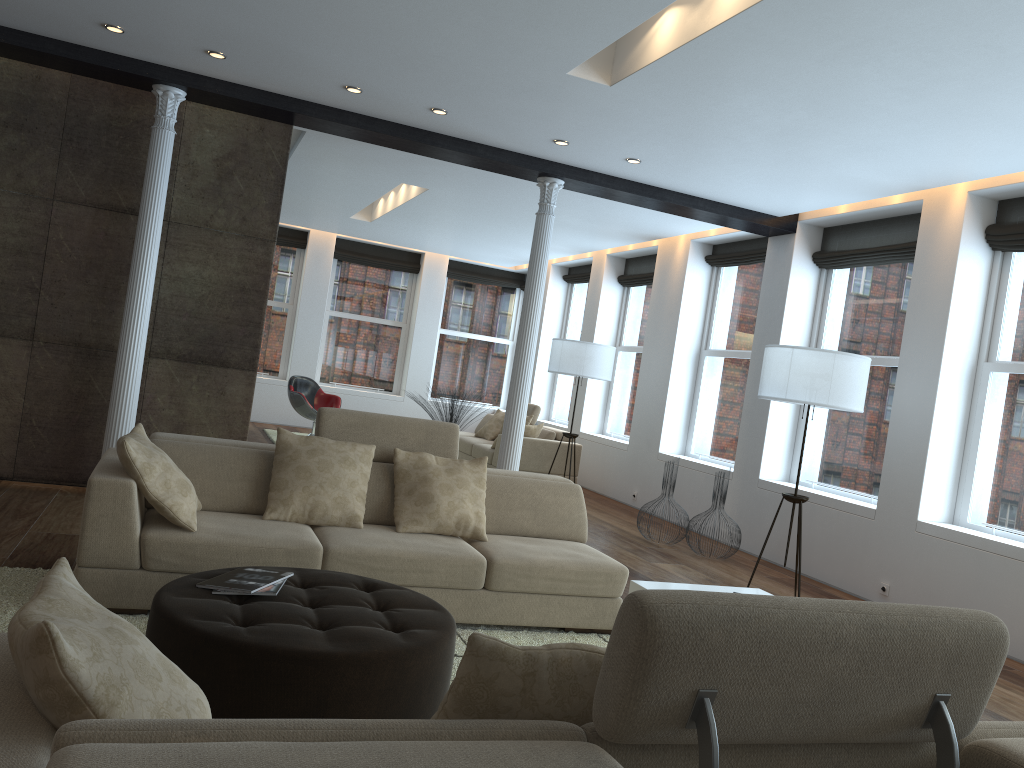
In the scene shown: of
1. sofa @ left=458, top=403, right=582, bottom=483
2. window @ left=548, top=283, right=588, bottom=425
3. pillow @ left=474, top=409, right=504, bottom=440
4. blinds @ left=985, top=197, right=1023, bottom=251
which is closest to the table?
blinds @ left=985, top=197, right=1023, bottom=251

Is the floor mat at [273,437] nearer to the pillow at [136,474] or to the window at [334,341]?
the window at [334,341]

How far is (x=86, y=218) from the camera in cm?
632

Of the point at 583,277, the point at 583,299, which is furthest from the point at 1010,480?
the point at 583,299

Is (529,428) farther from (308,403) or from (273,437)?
(273,437)

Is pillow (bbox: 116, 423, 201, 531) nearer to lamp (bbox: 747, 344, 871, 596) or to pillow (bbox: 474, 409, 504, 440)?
lamp (bbox: 747, 344, 871, 596)

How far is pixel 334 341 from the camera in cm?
1403

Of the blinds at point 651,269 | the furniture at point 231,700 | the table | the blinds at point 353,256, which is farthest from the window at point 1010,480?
the blinds at point 353,256

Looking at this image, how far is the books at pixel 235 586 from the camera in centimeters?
310cm

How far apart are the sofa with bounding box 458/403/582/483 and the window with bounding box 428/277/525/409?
2.46m
